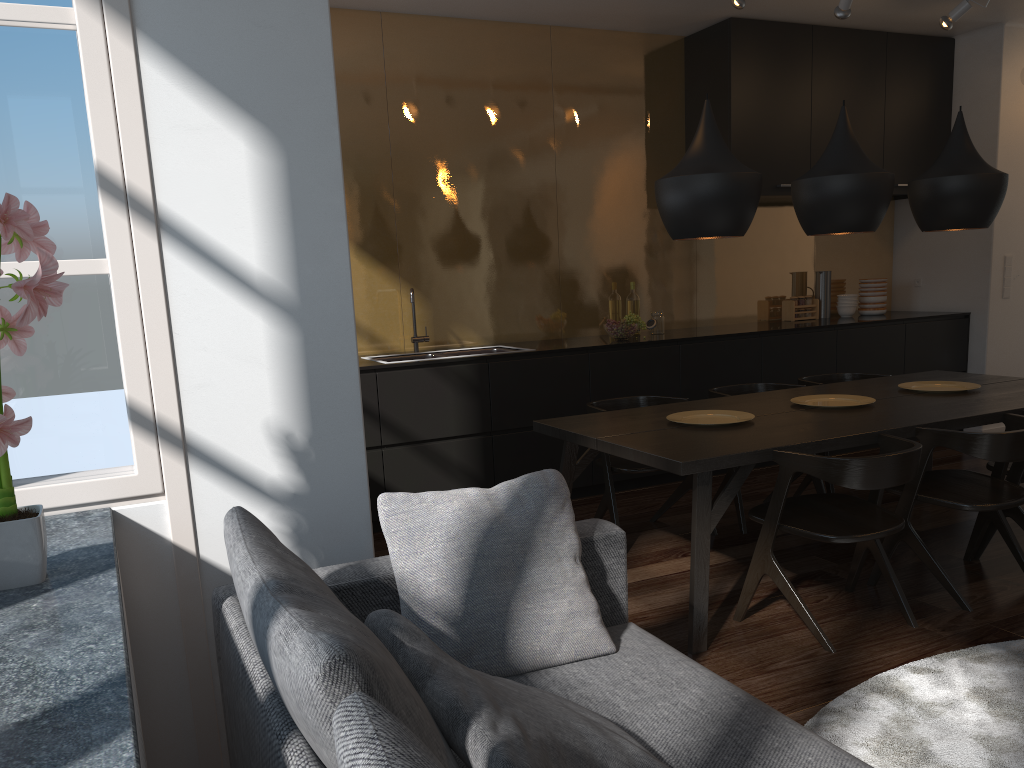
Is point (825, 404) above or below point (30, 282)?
below

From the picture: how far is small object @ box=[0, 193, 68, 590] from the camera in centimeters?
150cm

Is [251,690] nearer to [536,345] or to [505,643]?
[505,643]

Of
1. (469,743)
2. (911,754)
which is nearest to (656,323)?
(911,754)

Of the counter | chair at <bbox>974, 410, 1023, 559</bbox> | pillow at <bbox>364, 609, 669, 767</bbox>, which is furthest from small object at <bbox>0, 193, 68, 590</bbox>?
chair at <bbox>974, 410, 1023, 559</bbox>

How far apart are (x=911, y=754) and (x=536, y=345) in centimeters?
337cm

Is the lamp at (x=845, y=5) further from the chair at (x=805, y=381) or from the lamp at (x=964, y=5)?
the chair at (x=805, y=381)

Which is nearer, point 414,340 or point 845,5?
point 845,5

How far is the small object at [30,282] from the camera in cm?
150

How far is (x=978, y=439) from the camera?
3.2m
